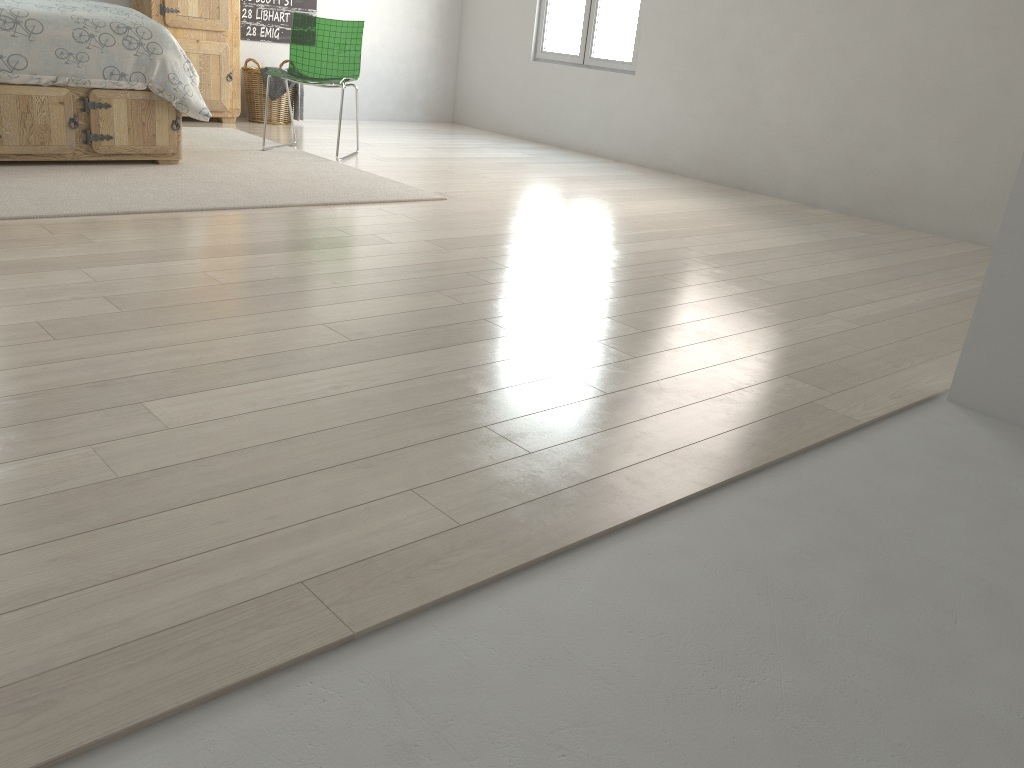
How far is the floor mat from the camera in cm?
338

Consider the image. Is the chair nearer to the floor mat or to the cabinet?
the floor mat

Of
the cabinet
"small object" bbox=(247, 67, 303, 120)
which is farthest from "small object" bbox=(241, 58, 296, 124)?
the cabinet

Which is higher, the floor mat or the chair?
the chair

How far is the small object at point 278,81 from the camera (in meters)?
6.12

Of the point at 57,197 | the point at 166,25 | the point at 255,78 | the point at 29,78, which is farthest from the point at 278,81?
the point at 57,197

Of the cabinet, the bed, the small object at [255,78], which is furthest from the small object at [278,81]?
the bed

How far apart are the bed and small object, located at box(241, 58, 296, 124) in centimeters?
196cm

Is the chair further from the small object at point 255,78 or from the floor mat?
the small object at point 255,78

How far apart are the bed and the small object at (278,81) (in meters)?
1.95
